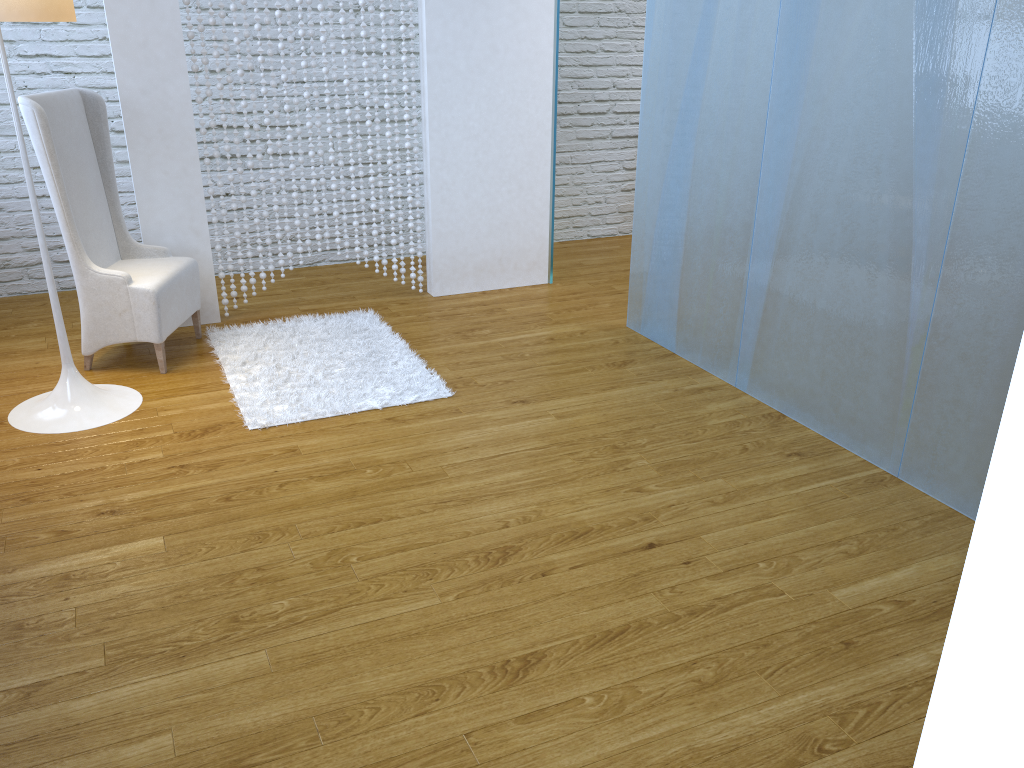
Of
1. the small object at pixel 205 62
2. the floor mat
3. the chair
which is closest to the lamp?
the chair

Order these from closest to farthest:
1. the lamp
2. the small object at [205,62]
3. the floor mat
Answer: the lamp < the floor mat < the small object at [205,62]

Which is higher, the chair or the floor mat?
the chair

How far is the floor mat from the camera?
2.98m

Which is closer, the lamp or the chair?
the lamp

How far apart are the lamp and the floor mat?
0.31m

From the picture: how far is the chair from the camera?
3.0 meters

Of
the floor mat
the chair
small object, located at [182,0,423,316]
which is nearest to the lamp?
the chair

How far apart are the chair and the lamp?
0.18m

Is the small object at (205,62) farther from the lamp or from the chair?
the lamp
